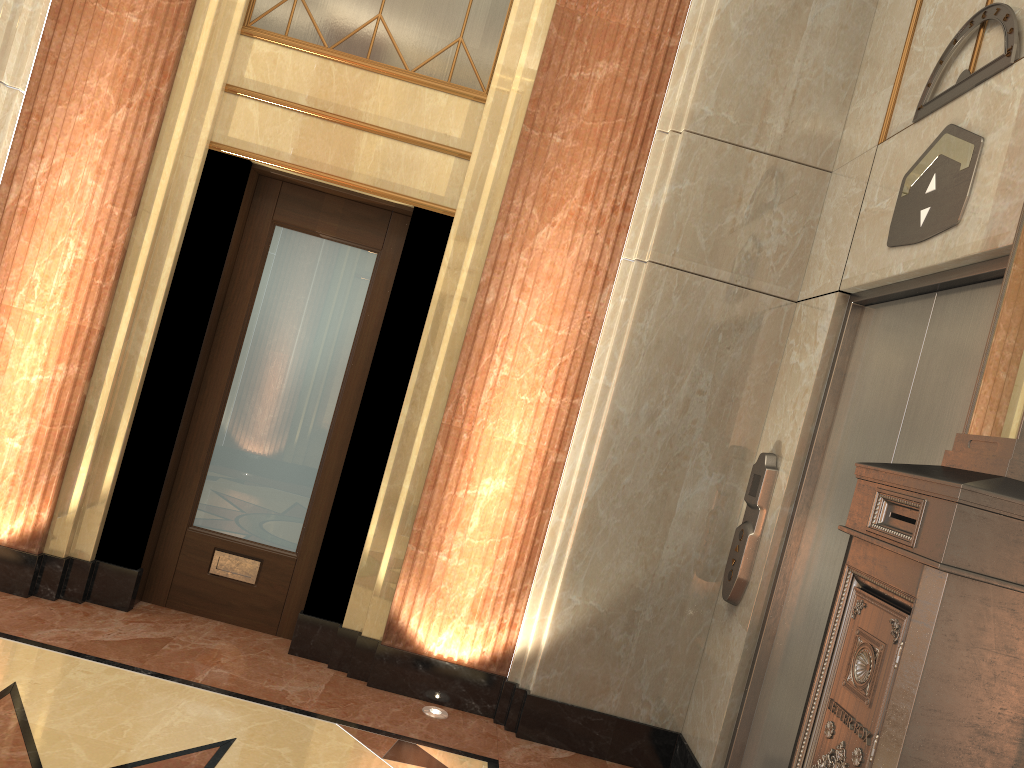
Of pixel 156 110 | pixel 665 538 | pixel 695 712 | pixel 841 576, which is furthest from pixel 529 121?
pixel 695 712
